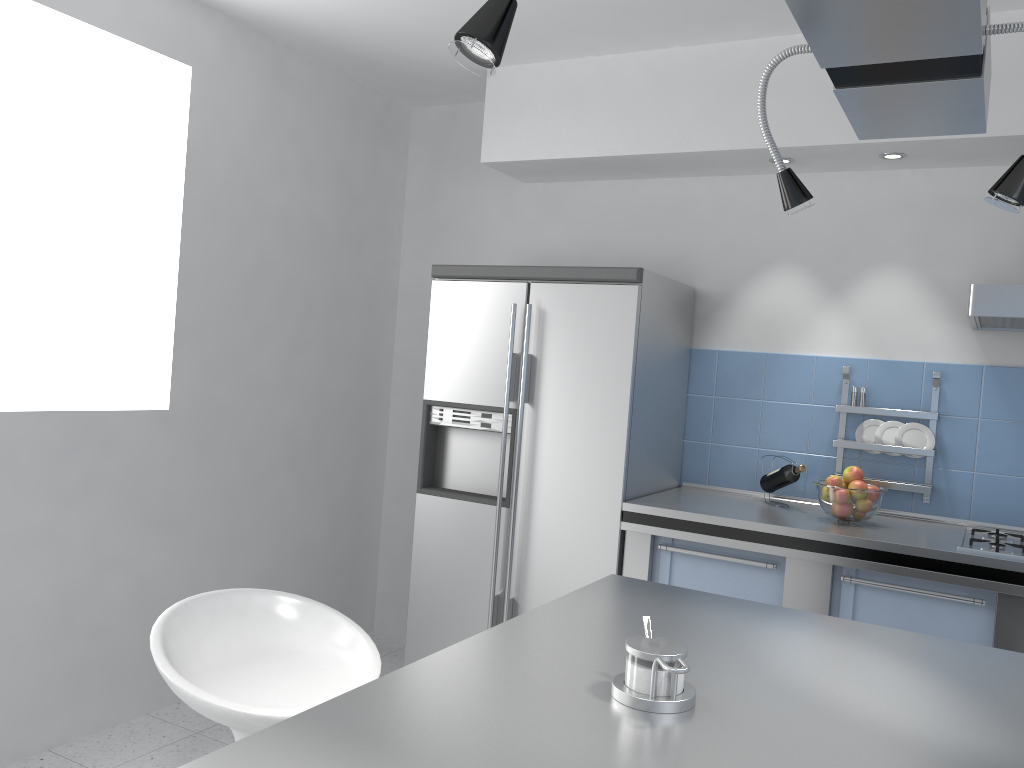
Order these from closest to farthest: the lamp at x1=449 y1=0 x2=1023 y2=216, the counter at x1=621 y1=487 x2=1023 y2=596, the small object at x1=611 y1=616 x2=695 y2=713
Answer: the lamp at x1=449 y1=0 x2=1023 y2=216
the small object at x1=611 y1=616 x2=695 y2=713
the counter at x1=621 y1=487 x2=1023 y2=596

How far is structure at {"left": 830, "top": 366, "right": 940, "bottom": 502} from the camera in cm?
330

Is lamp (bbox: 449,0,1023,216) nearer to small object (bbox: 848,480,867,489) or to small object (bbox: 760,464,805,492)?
small object (bbox: 848,480,867,489)

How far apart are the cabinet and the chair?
1.5m

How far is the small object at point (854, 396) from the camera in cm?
344

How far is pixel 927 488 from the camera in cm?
330

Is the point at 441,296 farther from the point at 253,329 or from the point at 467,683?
the point at 467,683

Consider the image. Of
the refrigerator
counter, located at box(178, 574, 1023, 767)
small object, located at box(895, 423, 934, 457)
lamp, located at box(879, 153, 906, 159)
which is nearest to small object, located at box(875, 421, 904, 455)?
small object, located at box(895, 423, 934, 457)

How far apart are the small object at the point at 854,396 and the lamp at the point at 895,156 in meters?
0.9

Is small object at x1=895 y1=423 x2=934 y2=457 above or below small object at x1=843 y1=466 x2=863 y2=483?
above
